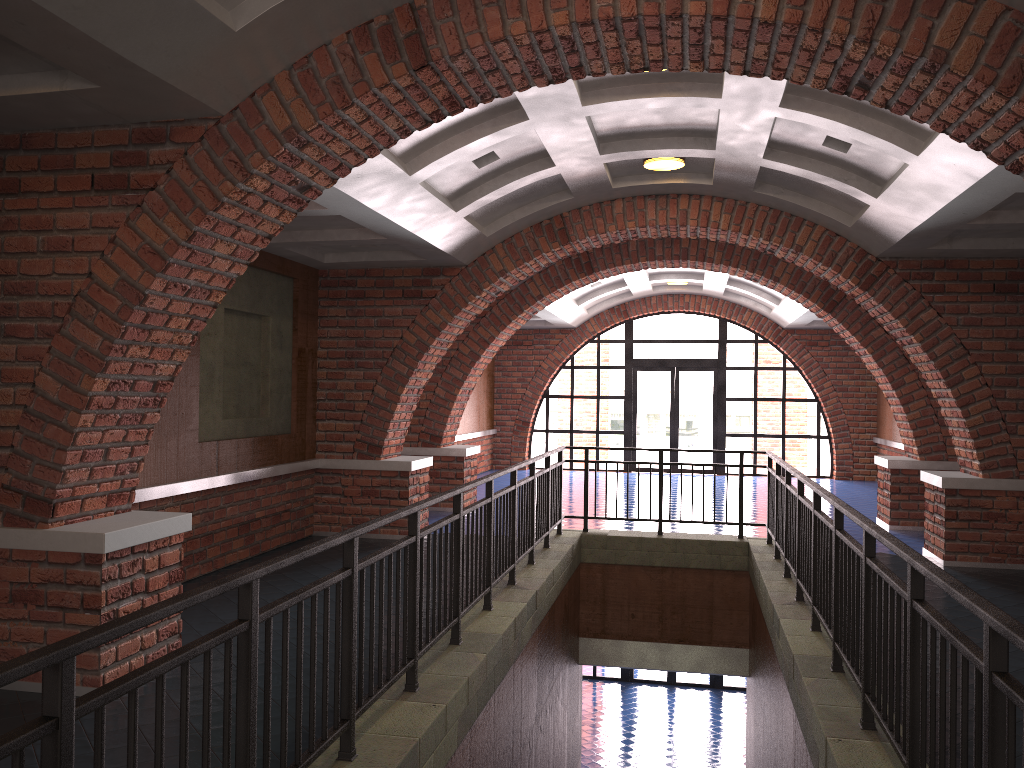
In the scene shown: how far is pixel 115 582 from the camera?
4.8m

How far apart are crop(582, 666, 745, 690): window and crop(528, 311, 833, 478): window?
4.3m

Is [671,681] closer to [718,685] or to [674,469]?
[718,685]

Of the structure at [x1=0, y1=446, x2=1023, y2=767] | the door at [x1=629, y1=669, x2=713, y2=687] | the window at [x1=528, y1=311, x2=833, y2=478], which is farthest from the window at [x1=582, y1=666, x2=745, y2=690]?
the structure at [x1=0, y1=446, x2=1023, y2=767]

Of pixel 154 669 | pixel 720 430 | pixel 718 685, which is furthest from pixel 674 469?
pixel 154 669

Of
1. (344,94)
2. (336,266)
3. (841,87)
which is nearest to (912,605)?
(841,87)

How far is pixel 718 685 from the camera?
18.3 meters

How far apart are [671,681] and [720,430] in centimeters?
535cm

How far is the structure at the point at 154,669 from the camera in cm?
226

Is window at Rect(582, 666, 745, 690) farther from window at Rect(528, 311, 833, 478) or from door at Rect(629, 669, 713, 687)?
window at Rect(528, 311, 833, 478)
